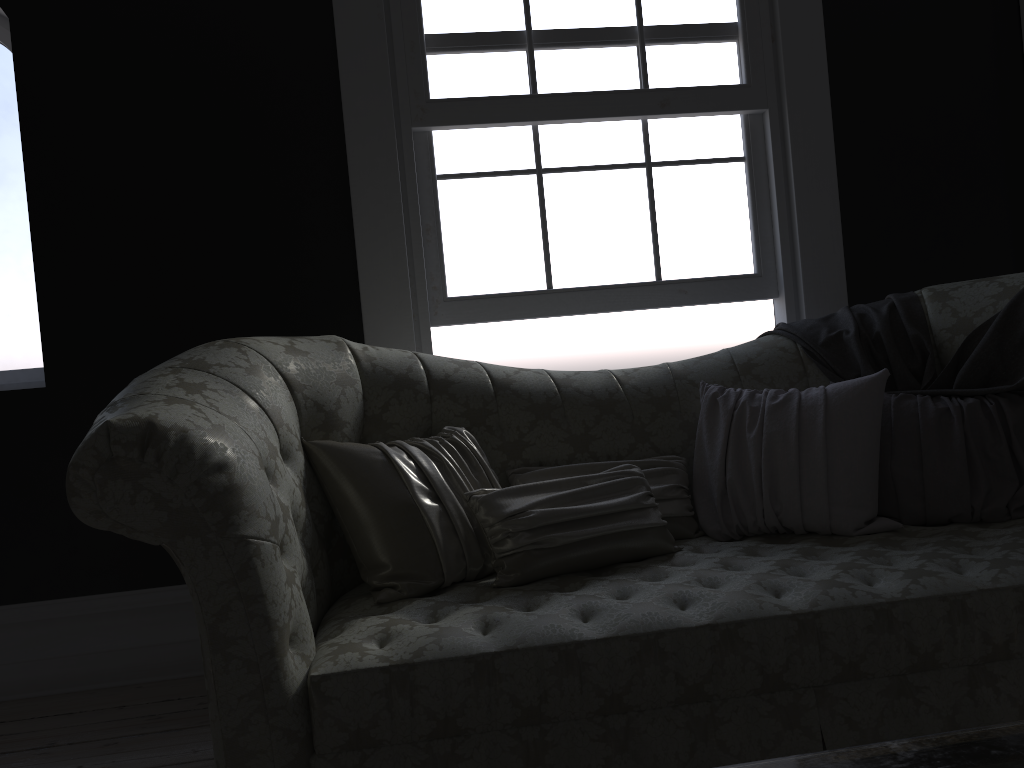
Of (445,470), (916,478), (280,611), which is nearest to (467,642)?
(280,611)

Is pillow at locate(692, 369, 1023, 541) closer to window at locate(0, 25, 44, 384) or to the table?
the table

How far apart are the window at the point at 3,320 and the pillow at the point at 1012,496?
2.5 meters

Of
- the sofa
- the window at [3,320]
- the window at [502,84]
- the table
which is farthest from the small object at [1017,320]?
the window at [3,320]

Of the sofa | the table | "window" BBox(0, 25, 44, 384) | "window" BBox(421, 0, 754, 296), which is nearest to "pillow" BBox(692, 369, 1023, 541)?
the sofa

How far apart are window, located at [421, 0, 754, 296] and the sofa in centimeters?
59cm

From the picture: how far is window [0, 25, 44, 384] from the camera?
3.5 meters

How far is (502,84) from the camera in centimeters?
330cm

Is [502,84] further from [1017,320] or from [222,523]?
[222,523]

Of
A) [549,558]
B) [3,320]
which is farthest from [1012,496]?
[3,320]
